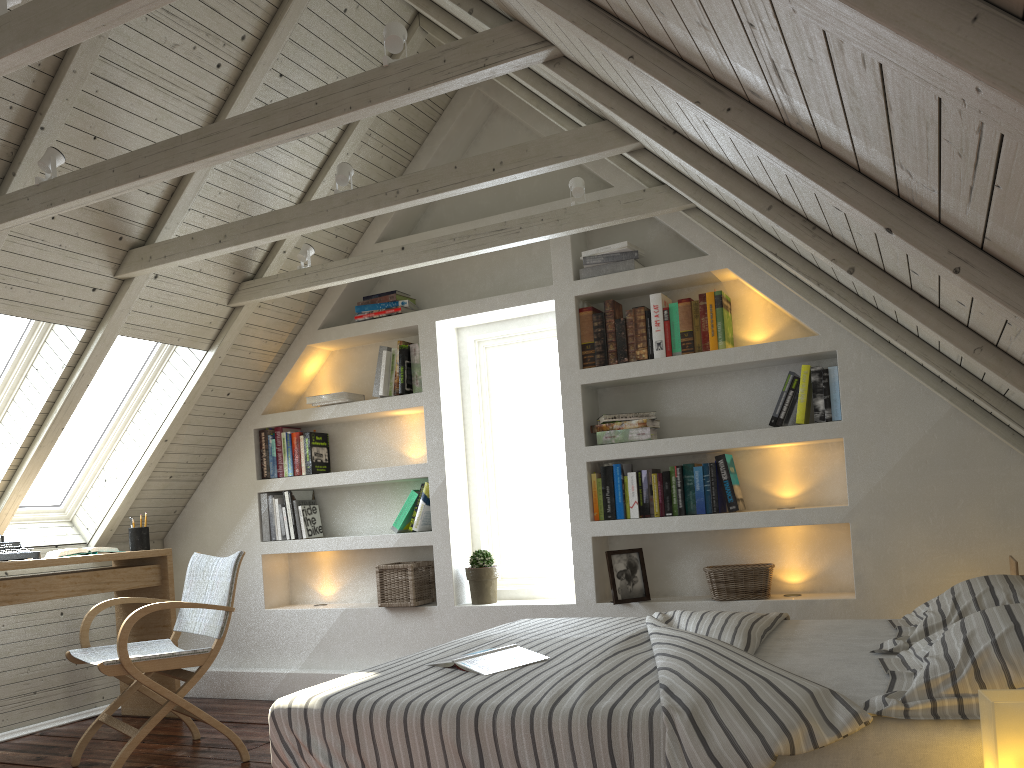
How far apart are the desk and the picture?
2.08m

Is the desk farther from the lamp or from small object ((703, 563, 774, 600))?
the lamp

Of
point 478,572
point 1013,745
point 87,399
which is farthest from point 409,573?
point 1013,745

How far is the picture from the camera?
3.58m

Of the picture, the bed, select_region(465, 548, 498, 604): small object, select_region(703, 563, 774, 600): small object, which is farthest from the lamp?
select_region(465, 548, 498, 604): small object

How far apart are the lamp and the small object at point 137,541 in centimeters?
367cm

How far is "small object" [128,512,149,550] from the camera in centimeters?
408cm

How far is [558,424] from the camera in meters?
4.2 m

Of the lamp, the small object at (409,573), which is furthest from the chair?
the lamp

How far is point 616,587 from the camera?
3.58m
